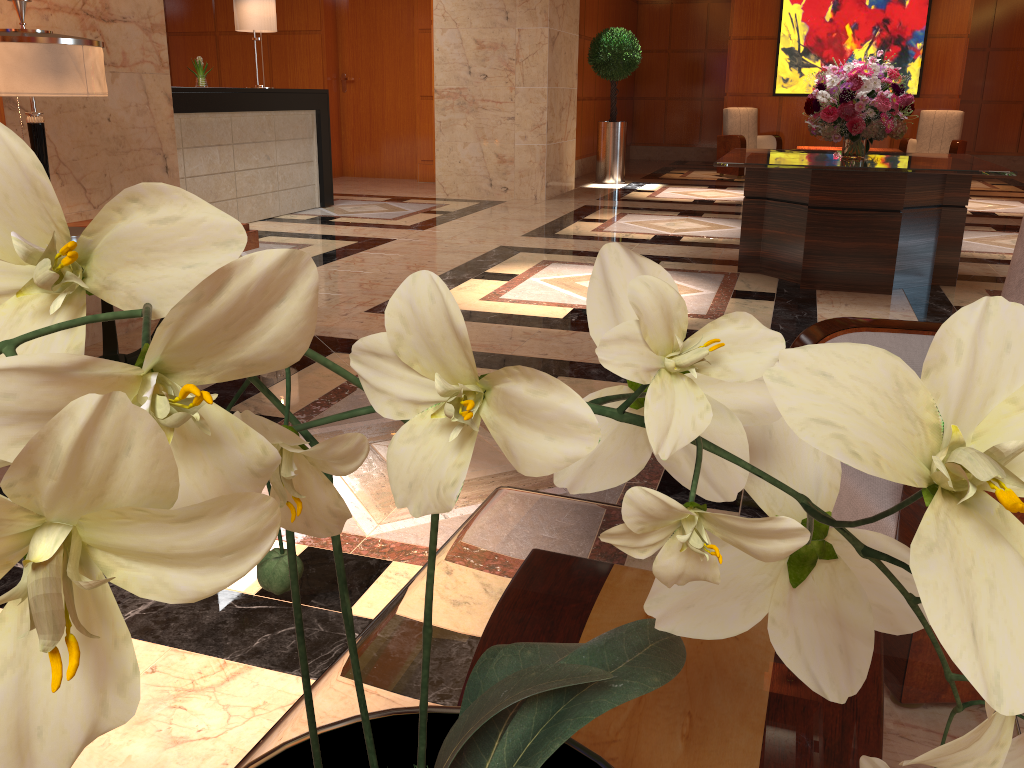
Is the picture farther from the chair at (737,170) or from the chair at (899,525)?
the chair at (899,525)

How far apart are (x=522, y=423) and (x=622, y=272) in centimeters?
22cm

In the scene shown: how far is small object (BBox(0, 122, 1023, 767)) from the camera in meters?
0.3 m

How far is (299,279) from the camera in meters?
0.3 m

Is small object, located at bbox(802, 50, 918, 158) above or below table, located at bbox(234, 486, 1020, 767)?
above

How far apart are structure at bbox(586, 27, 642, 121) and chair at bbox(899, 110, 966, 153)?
3.8 meters

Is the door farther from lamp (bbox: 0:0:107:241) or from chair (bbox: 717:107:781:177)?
lamp (bbox: 0:0:107:241)

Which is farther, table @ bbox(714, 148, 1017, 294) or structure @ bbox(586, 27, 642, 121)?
structure @ bbox(586, 27, 642, 121)

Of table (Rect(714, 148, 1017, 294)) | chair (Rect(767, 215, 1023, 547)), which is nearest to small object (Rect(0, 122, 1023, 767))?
chair (Rect(767, 215, 1023, 547))

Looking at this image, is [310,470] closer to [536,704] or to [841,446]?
[841,446]
